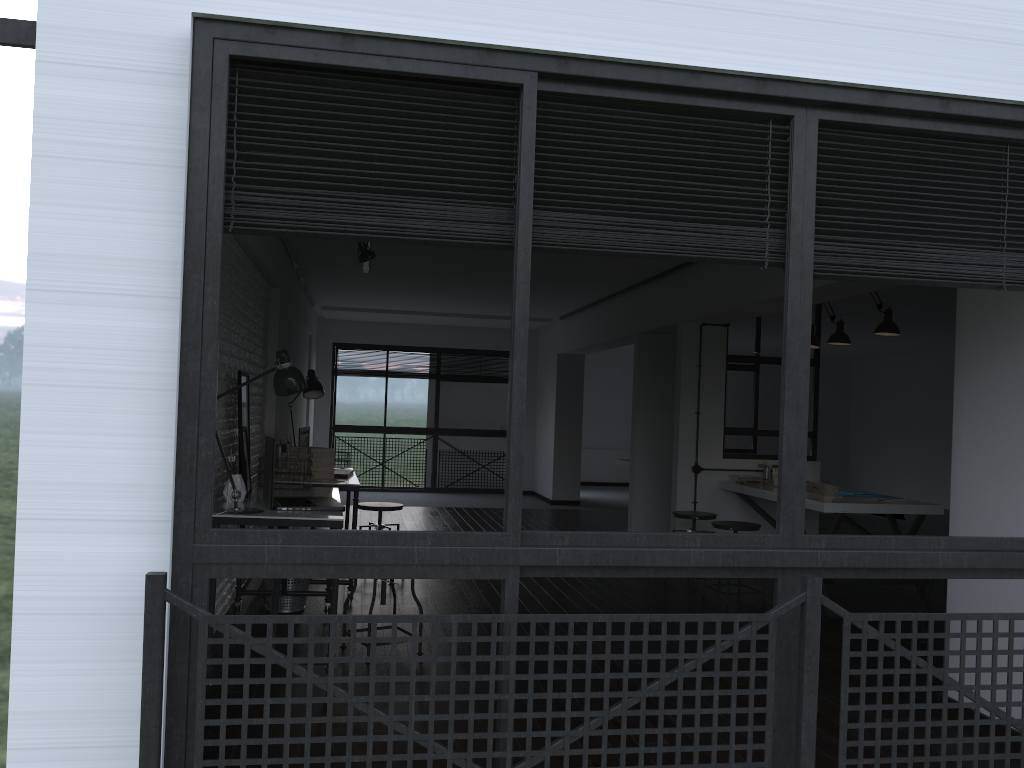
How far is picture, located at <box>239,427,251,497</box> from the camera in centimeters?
422cm

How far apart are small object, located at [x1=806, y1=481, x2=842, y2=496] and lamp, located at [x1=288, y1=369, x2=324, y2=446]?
3.49m

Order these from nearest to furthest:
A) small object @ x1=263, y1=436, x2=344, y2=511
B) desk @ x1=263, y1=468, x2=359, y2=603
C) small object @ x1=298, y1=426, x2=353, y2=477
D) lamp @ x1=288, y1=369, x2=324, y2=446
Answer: small object @ x1=263, y1=436, x2=344, y2=511 < desk @ x1=263, y1=468, x2=359, y2=603 < small object @ x1=298, y1=426, x2=353, y2=477 < lamp @ x1=288, y1=369, x2=324, y2=446

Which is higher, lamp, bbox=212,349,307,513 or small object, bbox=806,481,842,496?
lamp, bbox=212,349,307,513

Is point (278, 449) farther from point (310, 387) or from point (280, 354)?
point (280, 354)

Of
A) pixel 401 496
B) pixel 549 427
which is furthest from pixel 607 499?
pixel 401 496

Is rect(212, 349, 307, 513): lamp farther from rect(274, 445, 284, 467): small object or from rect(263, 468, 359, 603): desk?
rect(274, 445, 284, 467): small object

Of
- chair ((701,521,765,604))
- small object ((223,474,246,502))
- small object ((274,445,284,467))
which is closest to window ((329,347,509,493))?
small object ((274,445,284,467))

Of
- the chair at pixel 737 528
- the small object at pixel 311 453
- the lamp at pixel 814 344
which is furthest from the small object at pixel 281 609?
the lamp at pixel 814 344

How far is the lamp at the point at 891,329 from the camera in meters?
5.7
